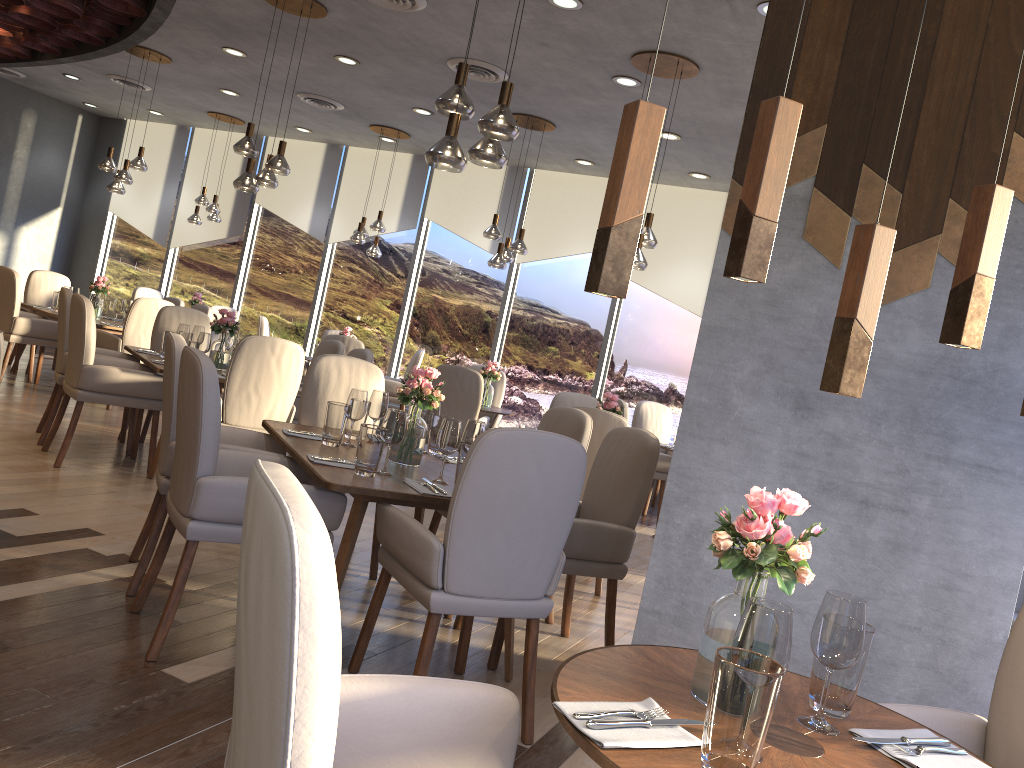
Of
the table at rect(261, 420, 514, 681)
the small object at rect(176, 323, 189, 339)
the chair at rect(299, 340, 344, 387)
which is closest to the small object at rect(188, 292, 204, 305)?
the chair at rect(299, 340, 344, 387)

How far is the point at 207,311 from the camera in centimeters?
865cm

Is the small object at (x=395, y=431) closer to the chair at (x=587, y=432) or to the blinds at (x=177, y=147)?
the chair at (x=587, y=432)

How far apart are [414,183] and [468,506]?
8.2m

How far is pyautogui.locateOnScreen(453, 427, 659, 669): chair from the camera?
3.5 meters

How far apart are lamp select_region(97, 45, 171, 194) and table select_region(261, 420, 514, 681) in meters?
5.2

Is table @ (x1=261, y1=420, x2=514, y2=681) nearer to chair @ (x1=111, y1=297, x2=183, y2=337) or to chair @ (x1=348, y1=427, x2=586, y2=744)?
chair @ (x1=348, y1=427, x2=586, y2=744)

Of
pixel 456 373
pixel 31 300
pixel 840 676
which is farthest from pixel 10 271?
pixel 840 676

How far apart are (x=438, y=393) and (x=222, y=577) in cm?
125

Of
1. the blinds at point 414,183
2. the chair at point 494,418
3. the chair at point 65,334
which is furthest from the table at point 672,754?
the blinds at point 414,183
